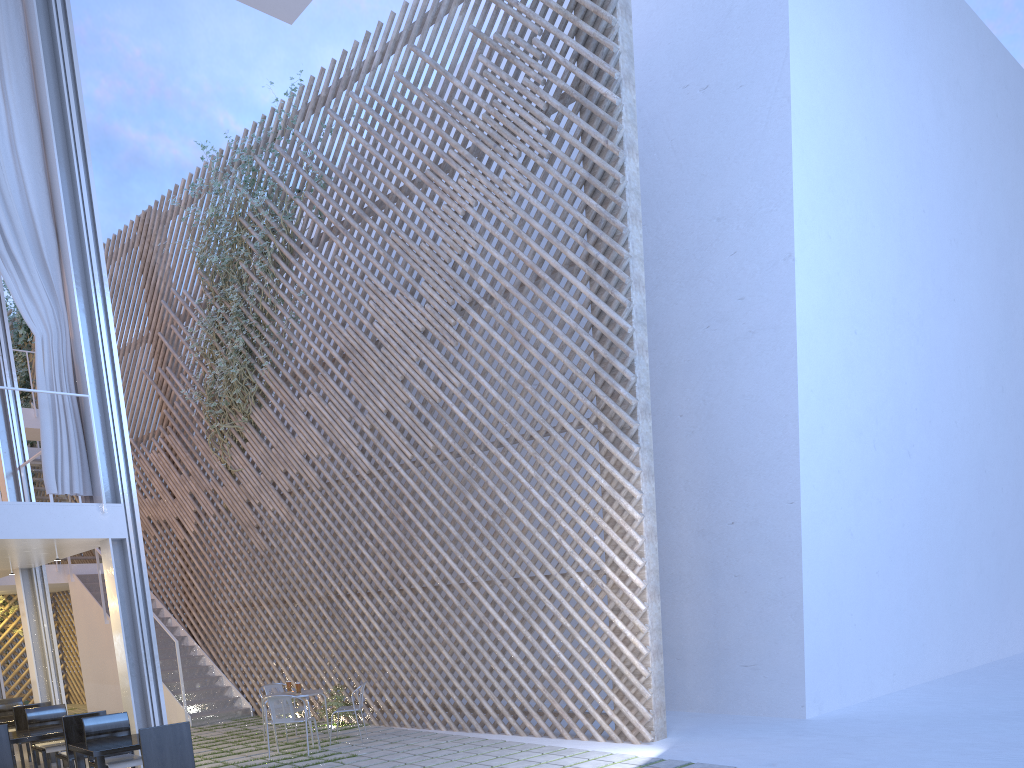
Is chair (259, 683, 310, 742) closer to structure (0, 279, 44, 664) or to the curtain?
the curtain

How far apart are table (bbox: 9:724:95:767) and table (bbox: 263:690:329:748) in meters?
1.2 m

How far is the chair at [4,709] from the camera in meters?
4.8 m

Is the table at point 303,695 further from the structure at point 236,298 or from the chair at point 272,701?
the structure at point 236,298

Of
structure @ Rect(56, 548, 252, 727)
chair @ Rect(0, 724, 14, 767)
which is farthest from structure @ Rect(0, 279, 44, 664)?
chair @ Rect(0, 724, 14, 767)

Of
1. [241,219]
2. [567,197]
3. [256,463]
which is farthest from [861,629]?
[241,219]

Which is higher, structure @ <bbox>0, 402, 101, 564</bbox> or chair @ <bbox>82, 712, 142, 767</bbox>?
structure @ <bbox>0, 402, 101, 564</bbox>

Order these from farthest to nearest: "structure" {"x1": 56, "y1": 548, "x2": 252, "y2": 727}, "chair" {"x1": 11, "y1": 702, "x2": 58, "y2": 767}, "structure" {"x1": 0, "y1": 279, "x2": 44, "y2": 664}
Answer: "structure" {"x1": 0, "y1": 279, "x2": 44, "y2": 664}
"structure" {"x1": 56, "y1": 548, "x2": 252, "y2": 727}
"chair" {"x1": 11, "y1": 702, "x2": 58, "y2": 767}

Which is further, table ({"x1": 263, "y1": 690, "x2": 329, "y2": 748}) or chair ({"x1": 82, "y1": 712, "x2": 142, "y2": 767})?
table ({"x1": 263, "y1": 690, "x2": 329, "y2": 748})

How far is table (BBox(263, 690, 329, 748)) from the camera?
4.60m
